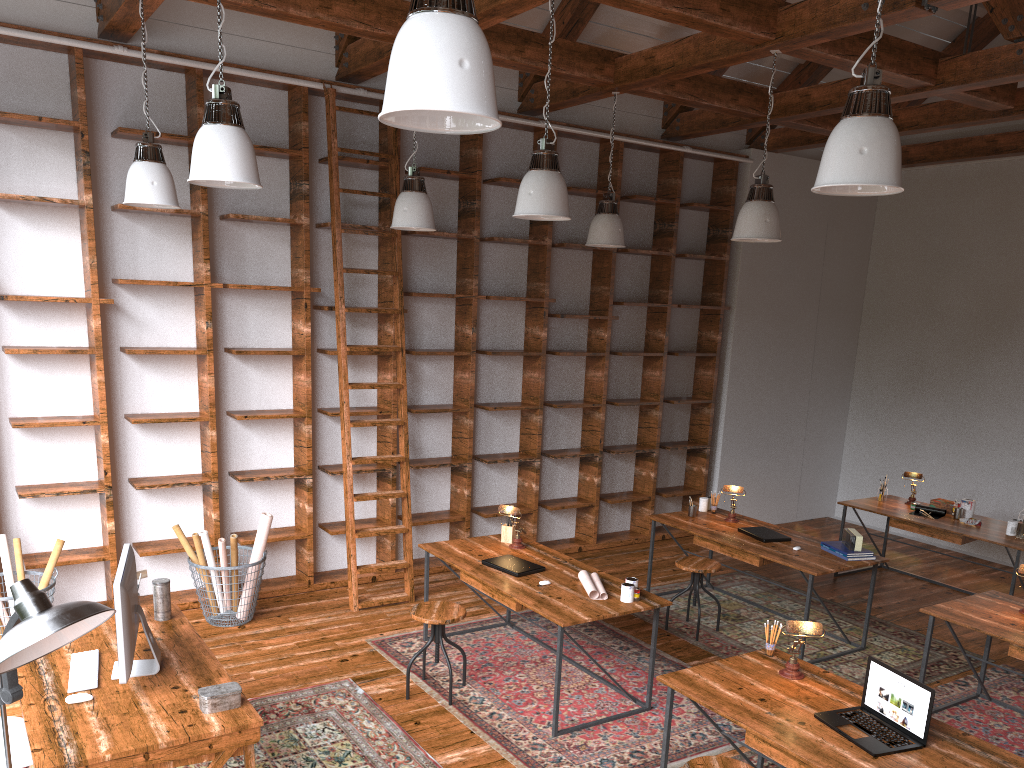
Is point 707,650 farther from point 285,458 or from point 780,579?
point 285,458

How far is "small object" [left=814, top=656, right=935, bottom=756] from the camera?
3.1 meters

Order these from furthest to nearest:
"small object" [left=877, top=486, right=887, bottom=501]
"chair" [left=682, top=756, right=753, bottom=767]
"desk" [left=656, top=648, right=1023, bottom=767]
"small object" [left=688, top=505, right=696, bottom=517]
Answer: "small object" [left=877, top=486, right=887, bottom=501]
"small object" [left=688, top=505, right=696, bottom=517]
"chair" [left=682, top=756, right=753, bottom=767]
"desk" [left=656, top=648, right=1023, bottom=767]

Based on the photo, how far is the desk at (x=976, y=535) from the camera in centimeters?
637cm

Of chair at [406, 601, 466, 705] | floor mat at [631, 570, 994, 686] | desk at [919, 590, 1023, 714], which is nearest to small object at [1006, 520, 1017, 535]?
floor mat at [631, 570, 994, 686]

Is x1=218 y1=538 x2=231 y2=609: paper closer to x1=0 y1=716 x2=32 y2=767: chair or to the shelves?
the shelves

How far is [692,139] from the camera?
8.2 meters

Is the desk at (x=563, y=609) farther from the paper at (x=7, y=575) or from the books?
the paper at (x=7, y=575)

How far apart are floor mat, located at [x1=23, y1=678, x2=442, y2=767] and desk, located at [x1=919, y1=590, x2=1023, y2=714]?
2.7m

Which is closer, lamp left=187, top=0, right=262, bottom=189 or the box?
lamp left=187, top=0, right=262, bottom=189
